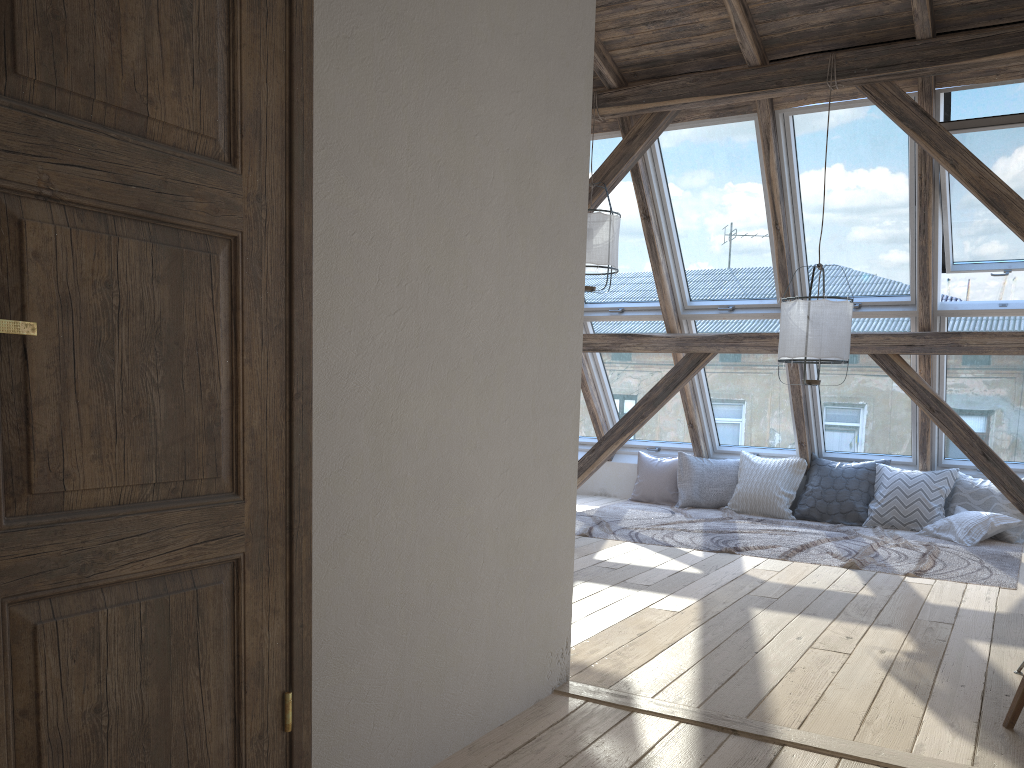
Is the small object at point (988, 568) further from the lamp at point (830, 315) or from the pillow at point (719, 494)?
the lamp at point (830, 315)

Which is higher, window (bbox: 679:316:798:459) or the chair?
window (bbox: 679:316:798:459)

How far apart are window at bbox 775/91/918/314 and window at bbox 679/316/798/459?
0.37m

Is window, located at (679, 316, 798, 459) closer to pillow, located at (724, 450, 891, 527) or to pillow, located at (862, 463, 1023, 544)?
pillow, located at (724, 450, 891, 527)

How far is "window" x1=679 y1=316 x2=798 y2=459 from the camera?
7.2 meters

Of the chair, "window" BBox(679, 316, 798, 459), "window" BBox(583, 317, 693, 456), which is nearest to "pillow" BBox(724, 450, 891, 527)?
"window" BBox(679, 316, 798, 459)

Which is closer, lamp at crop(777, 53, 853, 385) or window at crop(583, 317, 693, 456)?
lamp at crop(777, 53, 853, 385)

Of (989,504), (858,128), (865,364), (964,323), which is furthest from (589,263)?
(989,504)

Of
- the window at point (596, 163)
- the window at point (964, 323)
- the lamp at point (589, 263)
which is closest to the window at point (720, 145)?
the window at point (596, 163)

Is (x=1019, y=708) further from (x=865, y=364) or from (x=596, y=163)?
(x=596, y=163)
